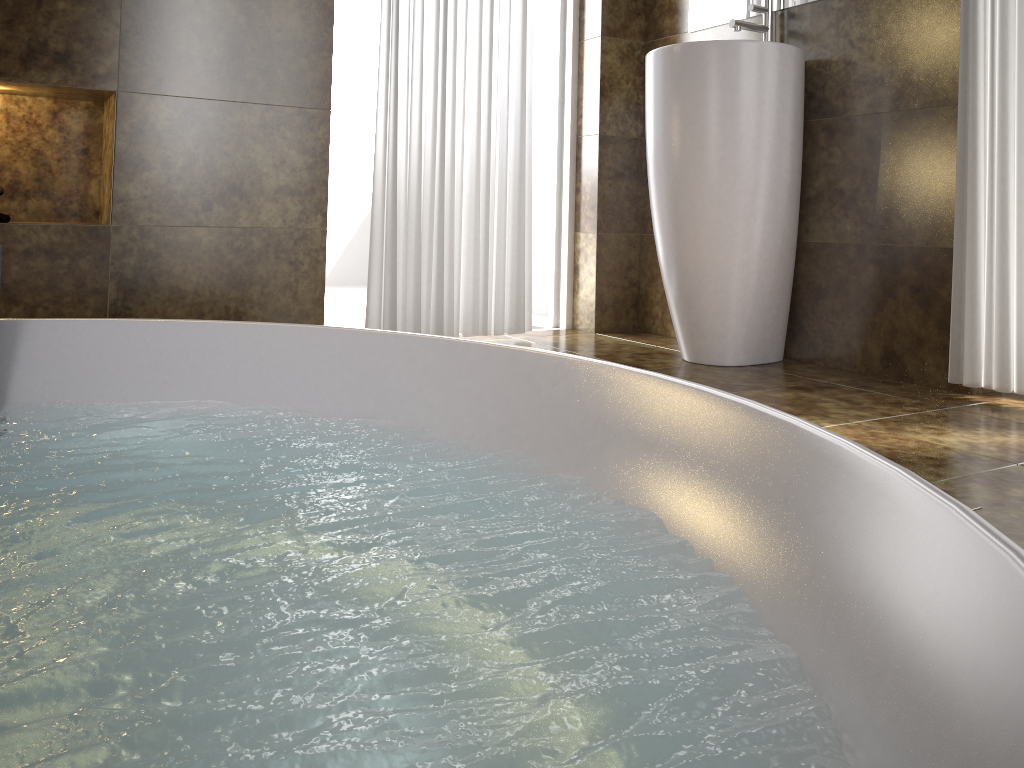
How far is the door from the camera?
3.1m

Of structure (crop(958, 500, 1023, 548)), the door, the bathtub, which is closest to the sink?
the door

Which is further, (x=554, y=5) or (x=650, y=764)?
(x=554, y=5)

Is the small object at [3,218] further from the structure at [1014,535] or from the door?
the structure at [1014,535]

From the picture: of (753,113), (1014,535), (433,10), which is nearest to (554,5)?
(433,10)

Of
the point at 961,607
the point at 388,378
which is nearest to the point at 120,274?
the point at 388,378

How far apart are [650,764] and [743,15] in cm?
254

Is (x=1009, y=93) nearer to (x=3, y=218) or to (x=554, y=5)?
(x=554, y=5)

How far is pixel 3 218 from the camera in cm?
216

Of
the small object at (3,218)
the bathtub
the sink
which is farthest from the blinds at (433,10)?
the bathtub
